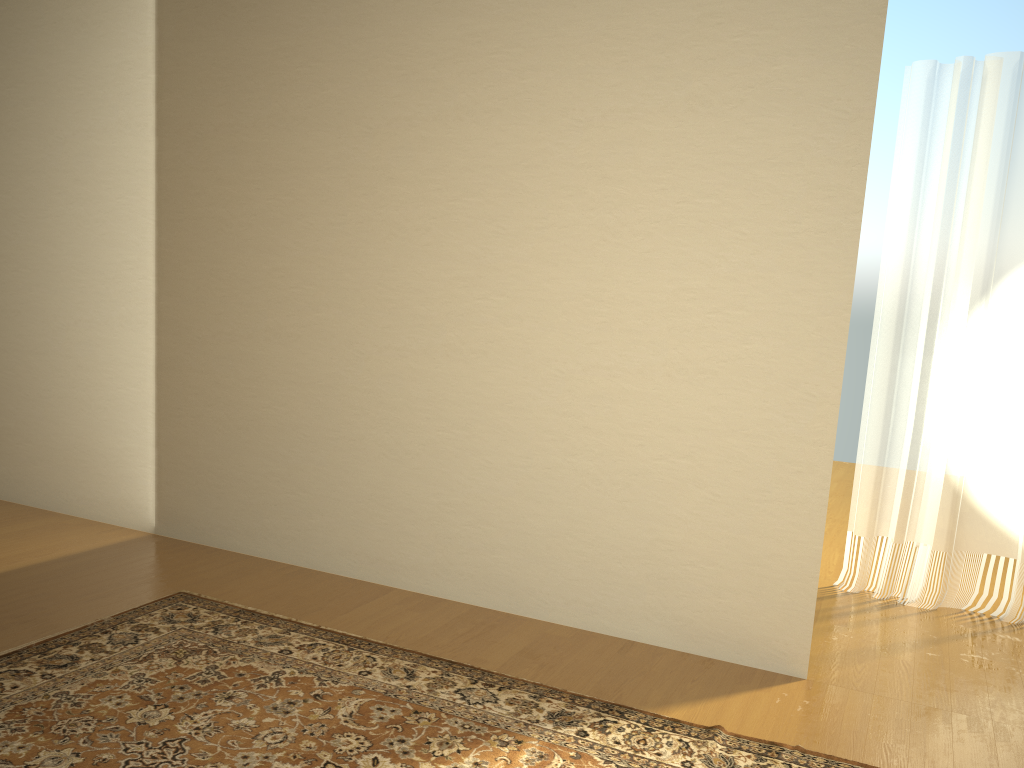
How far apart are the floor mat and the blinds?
1.8 meters

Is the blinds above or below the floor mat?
above

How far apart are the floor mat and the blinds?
1.8 meters

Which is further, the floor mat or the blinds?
the blinds

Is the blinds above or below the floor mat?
above

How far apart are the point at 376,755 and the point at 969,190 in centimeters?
348cm

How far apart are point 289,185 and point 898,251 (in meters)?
2.86

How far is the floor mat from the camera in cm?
245

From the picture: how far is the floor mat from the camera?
2.4m
